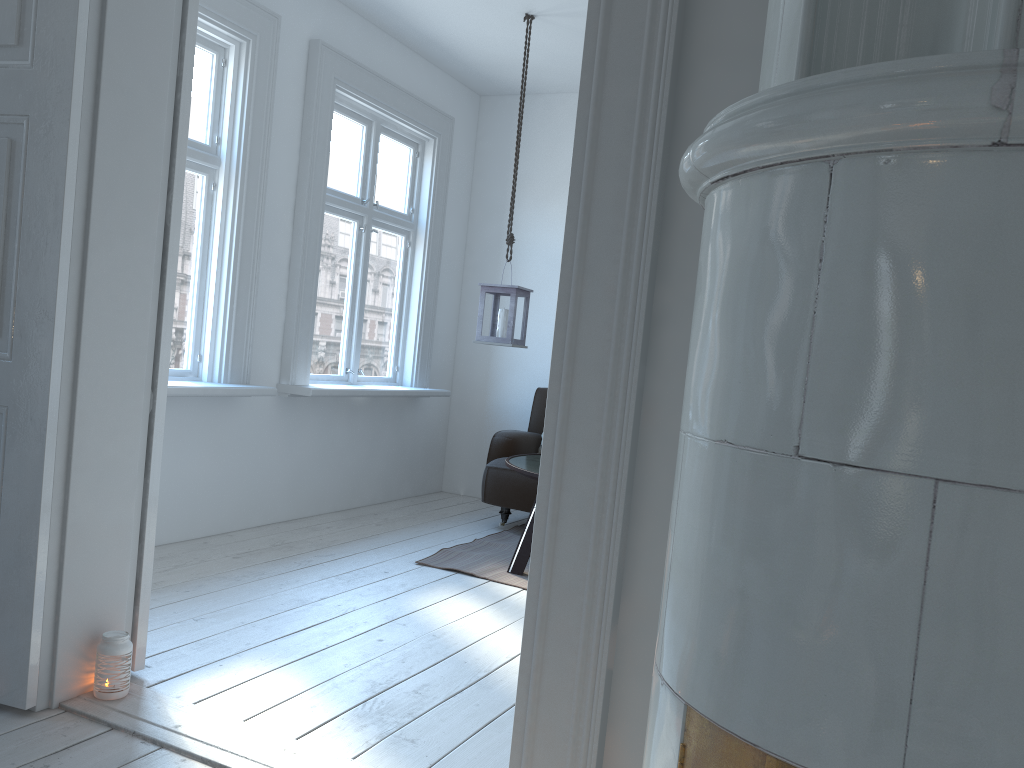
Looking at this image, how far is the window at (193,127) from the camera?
4.1 meters

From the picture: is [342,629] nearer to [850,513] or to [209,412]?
[209,412]

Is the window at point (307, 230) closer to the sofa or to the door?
the sofa

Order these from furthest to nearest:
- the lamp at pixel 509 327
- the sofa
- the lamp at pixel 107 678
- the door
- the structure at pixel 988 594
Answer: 1. the sofa
2. the lamp at pixel 509 327
3. the lamp at pixel 107 678
4. the door
5. the structure at pixel 988 594

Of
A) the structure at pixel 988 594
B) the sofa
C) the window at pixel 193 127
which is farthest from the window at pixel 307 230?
the structure at pixel 988 594

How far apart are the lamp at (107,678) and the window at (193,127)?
1.5m

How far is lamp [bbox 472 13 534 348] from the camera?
4.64m

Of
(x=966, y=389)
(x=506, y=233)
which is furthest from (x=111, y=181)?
(x=506, y=233)

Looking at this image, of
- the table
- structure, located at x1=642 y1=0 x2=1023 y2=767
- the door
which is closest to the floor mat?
the table

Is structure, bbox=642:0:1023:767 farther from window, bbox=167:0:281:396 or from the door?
window, bbox=167:0:281:396
